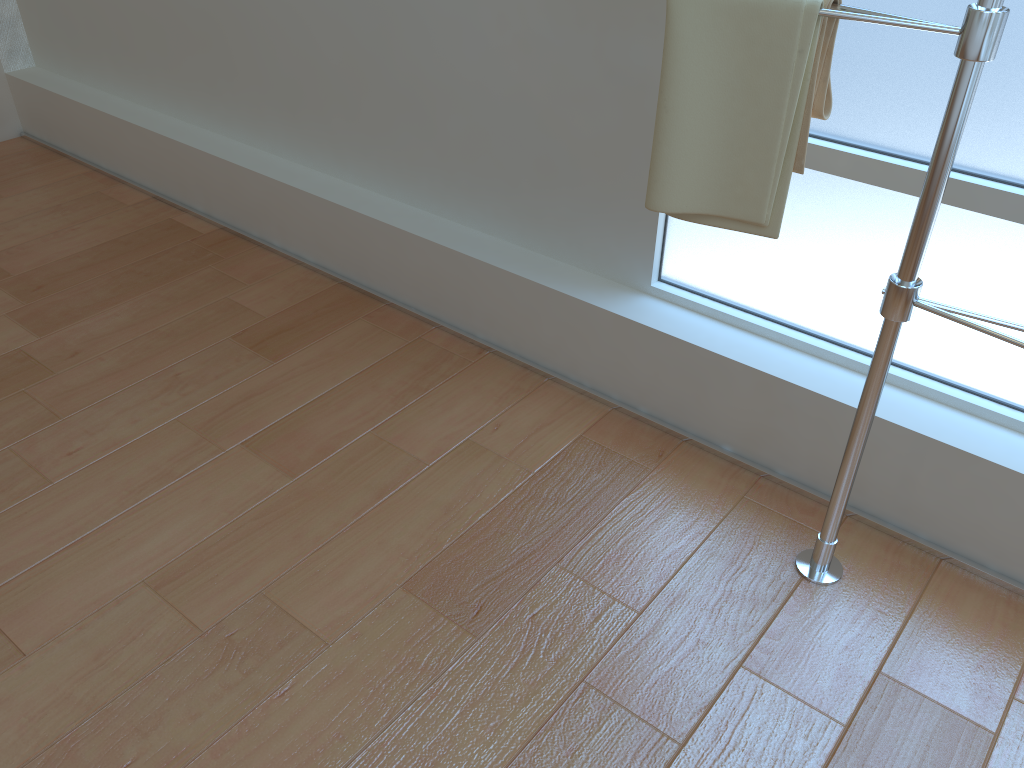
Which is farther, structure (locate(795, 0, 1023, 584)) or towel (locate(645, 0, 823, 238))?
towel (locate(645, 0, 823, 238))

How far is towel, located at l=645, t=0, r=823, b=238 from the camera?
1.2m

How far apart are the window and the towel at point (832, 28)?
0.27m

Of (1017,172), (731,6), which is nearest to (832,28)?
(731,6)

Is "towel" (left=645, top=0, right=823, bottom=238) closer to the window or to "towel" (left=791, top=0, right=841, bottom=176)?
"towel" (left=791, top=0, right=841, bottom=176)

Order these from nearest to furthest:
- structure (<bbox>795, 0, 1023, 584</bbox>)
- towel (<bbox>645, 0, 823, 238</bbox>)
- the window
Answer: structure (<bbox>795, 0, 1023, 584</bbox>), towel (<bbox>645, 0, 823, 238</bbox>), the window

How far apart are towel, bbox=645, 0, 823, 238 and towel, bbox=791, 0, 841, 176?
0.01m

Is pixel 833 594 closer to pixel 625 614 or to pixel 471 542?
pixel 625 614

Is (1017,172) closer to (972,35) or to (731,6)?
(972,35)

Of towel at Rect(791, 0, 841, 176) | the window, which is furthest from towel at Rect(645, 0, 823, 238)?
the window
